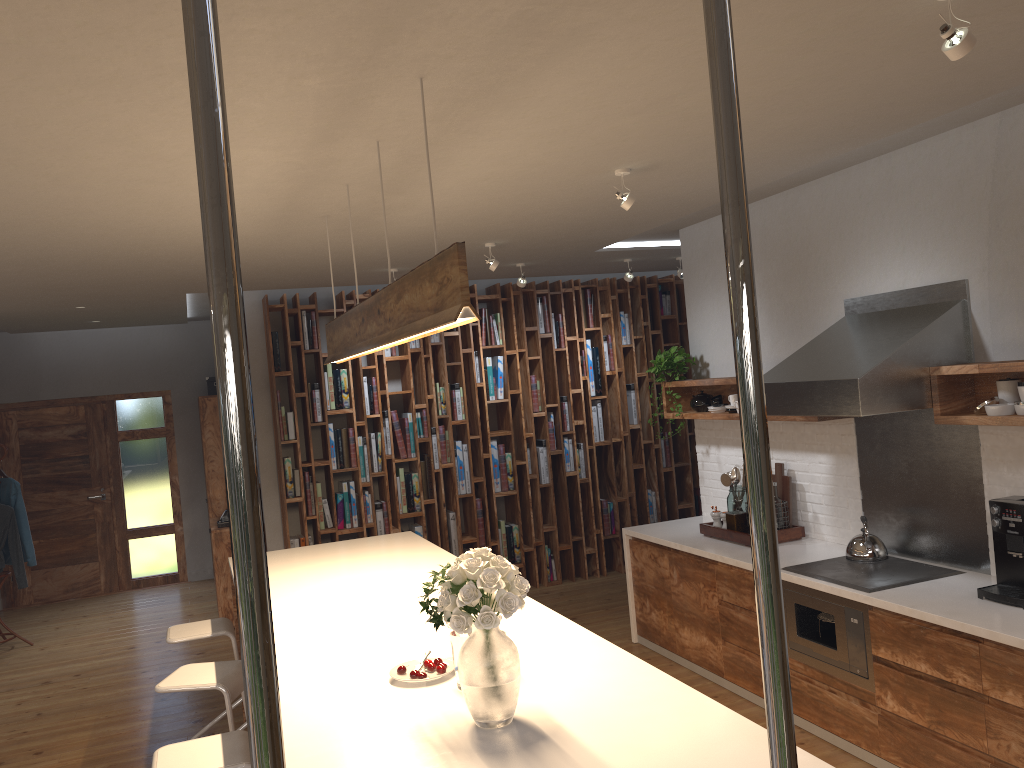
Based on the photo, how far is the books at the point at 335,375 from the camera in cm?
731

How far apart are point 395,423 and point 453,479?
0.7m

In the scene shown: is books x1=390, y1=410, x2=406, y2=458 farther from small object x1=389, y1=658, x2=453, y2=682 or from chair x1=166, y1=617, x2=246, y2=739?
small object x1=389, y1=658, x2=453, y2=682

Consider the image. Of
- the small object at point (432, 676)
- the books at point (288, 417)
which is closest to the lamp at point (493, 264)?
the books at point (288, 417)

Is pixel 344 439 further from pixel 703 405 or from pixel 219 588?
pixel 703 405

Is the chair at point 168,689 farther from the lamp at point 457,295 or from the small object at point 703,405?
the small object at point 703,405

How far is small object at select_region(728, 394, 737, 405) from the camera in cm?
544

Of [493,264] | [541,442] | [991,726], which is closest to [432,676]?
[991,726]

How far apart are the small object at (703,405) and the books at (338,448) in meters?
3.0

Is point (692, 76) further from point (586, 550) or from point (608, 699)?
point (586, 550)
